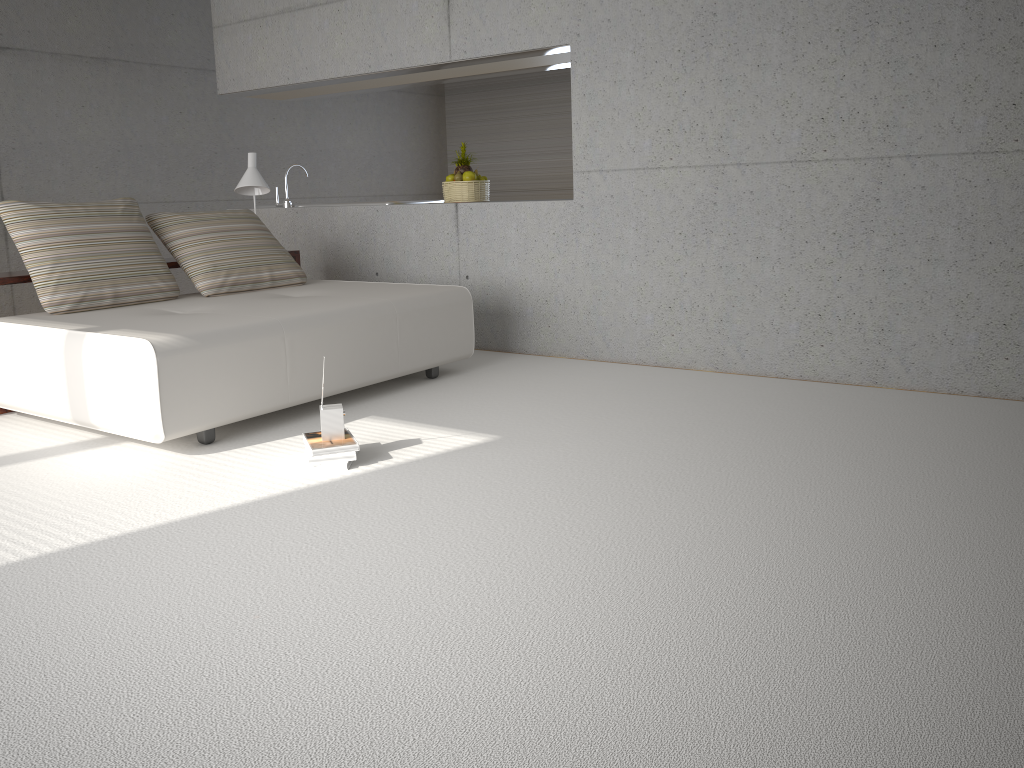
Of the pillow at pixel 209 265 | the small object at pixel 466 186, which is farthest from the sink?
the small object at pixel 466 186

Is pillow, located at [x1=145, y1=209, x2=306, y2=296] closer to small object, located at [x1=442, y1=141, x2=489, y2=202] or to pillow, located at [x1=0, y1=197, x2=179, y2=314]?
pillow, located at [x1=0, y1=197, x2=179, y2=314]

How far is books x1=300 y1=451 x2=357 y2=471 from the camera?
3.5 meters

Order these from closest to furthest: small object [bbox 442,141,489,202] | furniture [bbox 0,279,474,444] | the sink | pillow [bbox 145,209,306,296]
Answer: furniture [bbox 0,279,474,444], pillow [bbox 145,209,306,296], small object [bbox 442,141,489,202], the sink

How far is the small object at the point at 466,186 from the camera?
6.3m

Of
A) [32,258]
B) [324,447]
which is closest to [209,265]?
[32,258]

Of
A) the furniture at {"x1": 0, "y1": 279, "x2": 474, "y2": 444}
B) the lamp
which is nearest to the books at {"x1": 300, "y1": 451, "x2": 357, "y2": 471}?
the furniture at {"x1": 0, "y1": 279, "x2": 474, "y2": 444}

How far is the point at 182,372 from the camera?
3.72m

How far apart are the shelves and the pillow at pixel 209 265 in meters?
0.1

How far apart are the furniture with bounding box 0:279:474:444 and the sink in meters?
1.6 m
